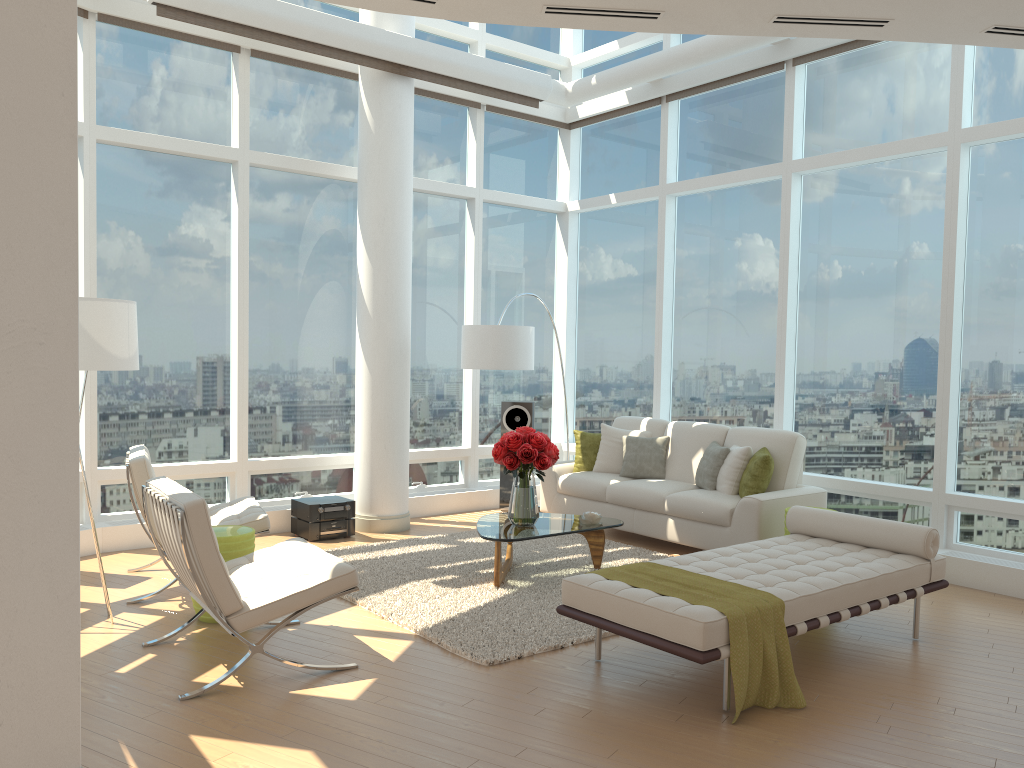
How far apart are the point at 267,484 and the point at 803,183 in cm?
558

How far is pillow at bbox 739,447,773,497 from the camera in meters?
7.0 m

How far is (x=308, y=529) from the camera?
7.6m

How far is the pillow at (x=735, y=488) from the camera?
7.2m

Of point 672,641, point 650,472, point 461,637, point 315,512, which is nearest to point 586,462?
point 650,472

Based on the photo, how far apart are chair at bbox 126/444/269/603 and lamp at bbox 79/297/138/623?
0.76m

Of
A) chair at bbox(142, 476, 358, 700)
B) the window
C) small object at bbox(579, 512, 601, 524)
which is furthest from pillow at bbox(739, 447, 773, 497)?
chair at bbox(142, 476, 358, 700)

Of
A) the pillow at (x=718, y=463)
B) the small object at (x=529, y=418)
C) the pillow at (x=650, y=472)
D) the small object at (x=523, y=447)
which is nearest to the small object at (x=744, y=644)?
the small object at (x=523, y=447)

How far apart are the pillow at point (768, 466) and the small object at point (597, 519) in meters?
1.3

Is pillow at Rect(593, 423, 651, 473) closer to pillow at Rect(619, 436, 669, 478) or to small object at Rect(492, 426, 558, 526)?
pillow at Rect(619, 436, 669, 478)
